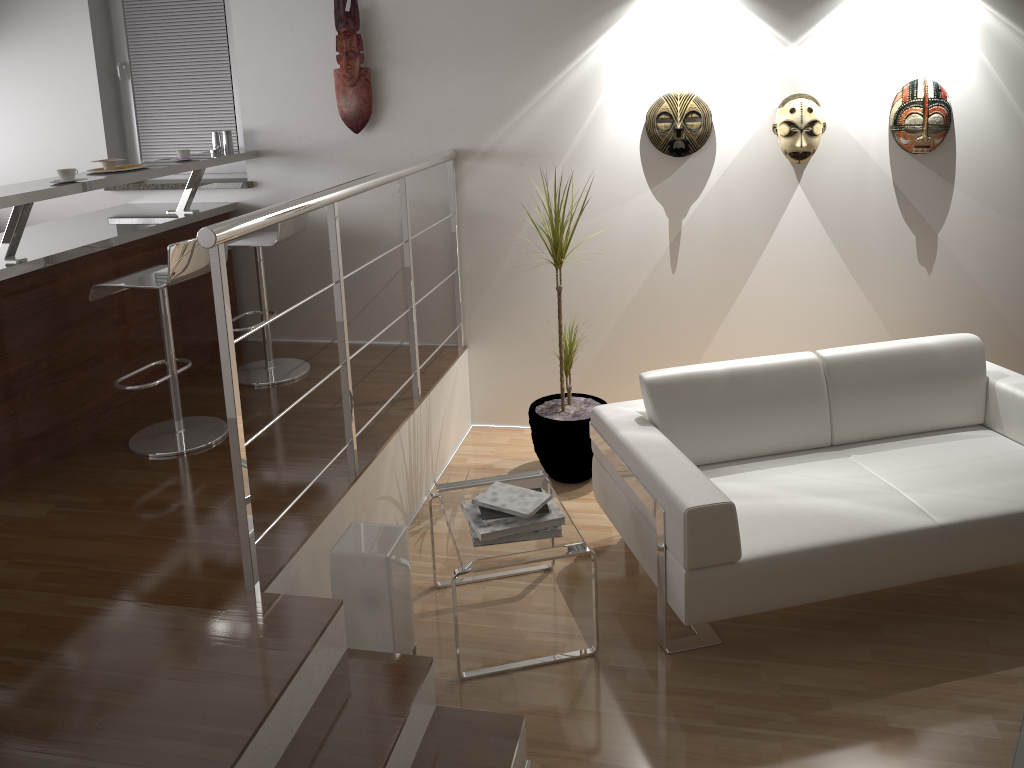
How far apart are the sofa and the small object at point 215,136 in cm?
251

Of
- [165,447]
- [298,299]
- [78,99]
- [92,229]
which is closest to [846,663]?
[165,447]

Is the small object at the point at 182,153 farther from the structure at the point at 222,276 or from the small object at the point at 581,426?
the small object at the point at 581,426

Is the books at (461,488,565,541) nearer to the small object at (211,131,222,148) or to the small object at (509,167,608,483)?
the small object at (509,167,608,483)

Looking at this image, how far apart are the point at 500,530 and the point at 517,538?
0.07m

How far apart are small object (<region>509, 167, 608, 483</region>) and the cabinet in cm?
175

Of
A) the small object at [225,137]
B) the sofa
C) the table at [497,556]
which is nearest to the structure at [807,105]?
the sofa

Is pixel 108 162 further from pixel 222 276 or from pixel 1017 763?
pixel 1017 763

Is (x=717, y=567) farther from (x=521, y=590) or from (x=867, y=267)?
(x=867, y=267)

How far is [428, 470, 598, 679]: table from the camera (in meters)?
2.81
